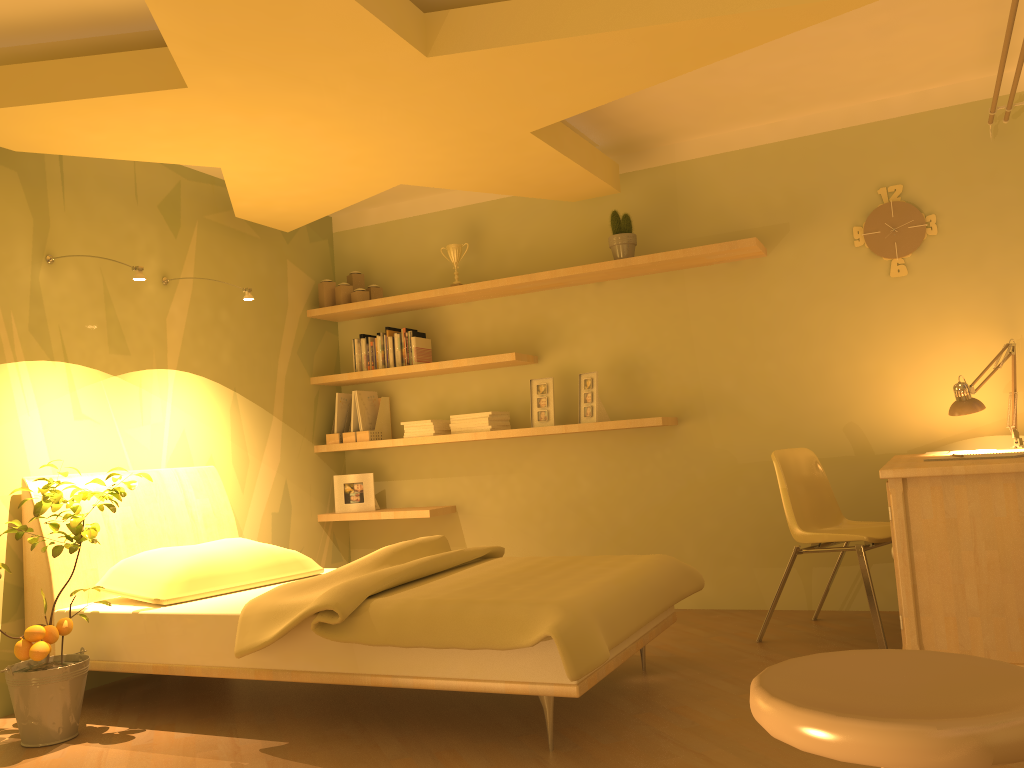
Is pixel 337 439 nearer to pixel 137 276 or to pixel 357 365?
pixel 357 365

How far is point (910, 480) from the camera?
2.8 meters

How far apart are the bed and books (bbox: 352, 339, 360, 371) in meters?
1.1 m

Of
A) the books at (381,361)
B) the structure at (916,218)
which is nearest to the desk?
the structure at (916,218)

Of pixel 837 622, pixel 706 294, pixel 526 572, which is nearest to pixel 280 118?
pixel 526 572

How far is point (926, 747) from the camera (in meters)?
0.89

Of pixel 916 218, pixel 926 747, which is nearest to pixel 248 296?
pixel 916 218

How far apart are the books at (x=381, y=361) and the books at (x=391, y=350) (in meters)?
0.07

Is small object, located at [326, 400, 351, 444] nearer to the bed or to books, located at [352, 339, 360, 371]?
books, located at [352, 339, 360, 371]

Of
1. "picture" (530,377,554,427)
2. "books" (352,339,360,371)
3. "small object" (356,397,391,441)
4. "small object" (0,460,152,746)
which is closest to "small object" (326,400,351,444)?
"small object" (356,397,391,441)
